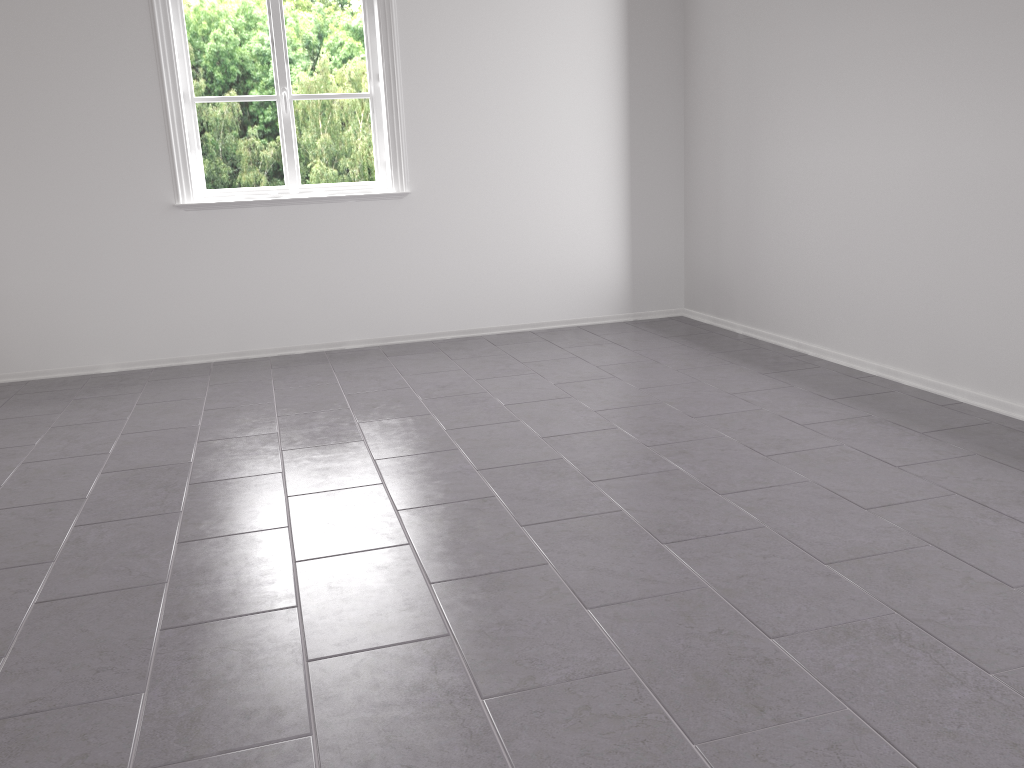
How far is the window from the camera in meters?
4.8 m

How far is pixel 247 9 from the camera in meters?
4.8 m

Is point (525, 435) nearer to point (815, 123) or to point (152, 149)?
point (815, 123)

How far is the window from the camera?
4.75m
